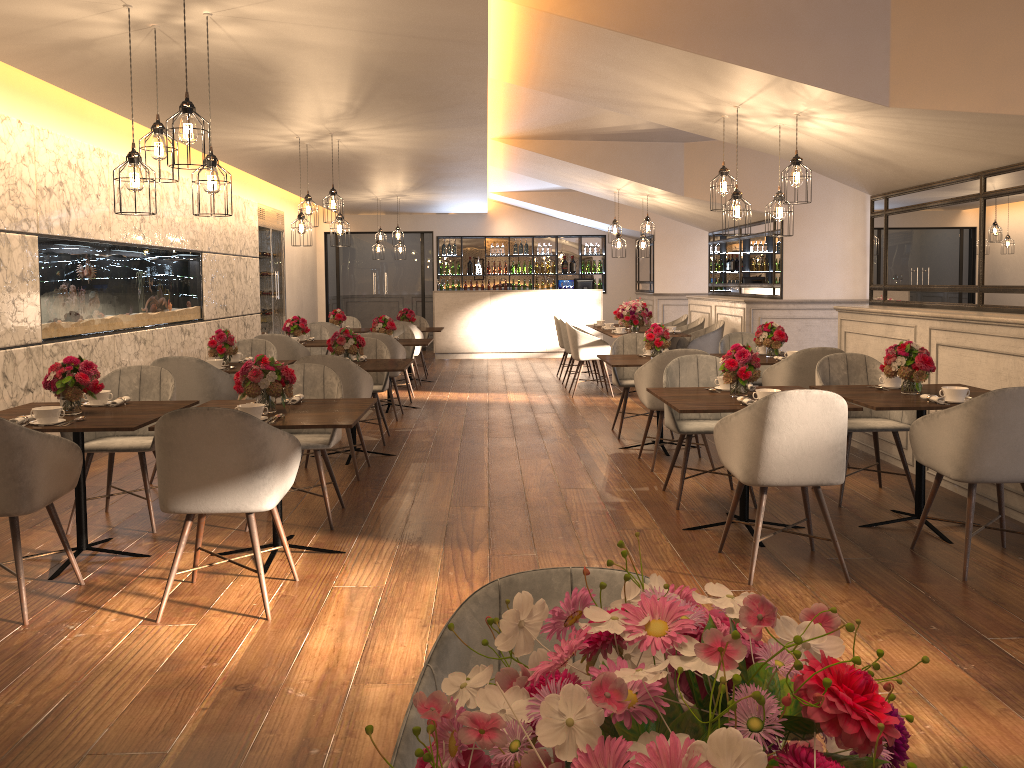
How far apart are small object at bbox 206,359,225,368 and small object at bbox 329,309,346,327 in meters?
5.3 m

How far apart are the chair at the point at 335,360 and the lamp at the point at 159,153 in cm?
180

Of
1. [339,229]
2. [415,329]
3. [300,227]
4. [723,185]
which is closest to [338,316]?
[415,329]

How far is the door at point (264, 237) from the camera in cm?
1300

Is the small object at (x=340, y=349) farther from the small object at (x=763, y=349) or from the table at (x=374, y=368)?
the small object at (x=763, y=349)

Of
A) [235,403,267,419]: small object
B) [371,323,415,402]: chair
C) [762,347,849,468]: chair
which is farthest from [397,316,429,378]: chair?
[235,403,267,419]: small object

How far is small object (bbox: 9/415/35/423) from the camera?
4.0 meters

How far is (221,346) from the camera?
6.7m

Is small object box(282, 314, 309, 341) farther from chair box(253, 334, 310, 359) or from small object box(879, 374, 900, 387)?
small object box(879, 374, 900, 387)

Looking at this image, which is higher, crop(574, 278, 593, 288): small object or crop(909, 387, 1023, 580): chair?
crop(574, 278, 593, 288): small object
